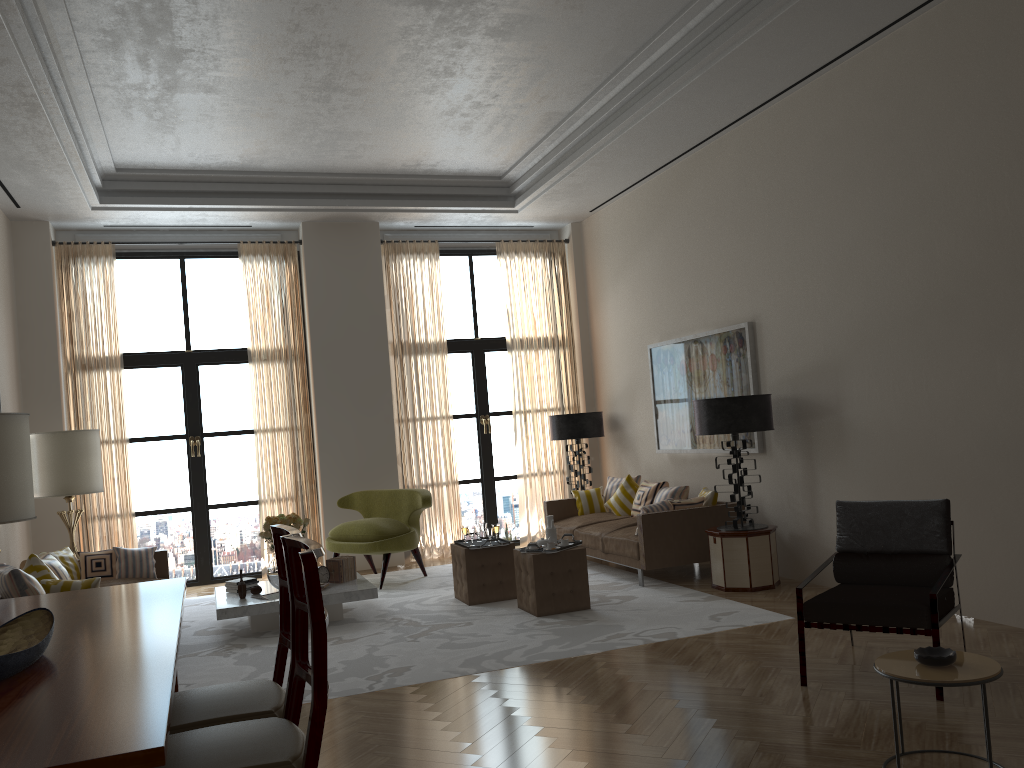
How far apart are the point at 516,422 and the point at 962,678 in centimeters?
996cm

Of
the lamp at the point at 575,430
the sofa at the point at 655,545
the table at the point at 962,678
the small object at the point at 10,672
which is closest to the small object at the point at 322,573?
the sofa at the point at 655,545

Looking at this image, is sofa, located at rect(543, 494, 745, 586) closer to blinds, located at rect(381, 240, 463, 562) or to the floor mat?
the floor mat

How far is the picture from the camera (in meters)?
10.14

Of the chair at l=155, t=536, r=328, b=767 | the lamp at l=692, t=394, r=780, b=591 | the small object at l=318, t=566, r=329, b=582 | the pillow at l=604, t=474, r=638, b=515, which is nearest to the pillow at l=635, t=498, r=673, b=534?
the lamp at l=692, t=394, r=780, b=591

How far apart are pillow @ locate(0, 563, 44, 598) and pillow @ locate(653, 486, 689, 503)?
6.93m

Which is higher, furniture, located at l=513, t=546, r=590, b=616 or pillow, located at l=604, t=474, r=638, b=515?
pillow, located at l=604, t=474, r=638, b=515

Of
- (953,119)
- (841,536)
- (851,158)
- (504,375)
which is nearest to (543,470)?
(504,375)

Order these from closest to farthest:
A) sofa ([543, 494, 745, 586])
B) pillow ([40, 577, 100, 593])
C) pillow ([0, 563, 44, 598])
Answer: pillow ([0, 563, 44, 598])
pillow ([40, 577, 100, 593])
sofa ([543, 494, 745, 586])

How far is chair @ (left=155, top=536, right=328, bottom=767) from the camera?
3.0m
